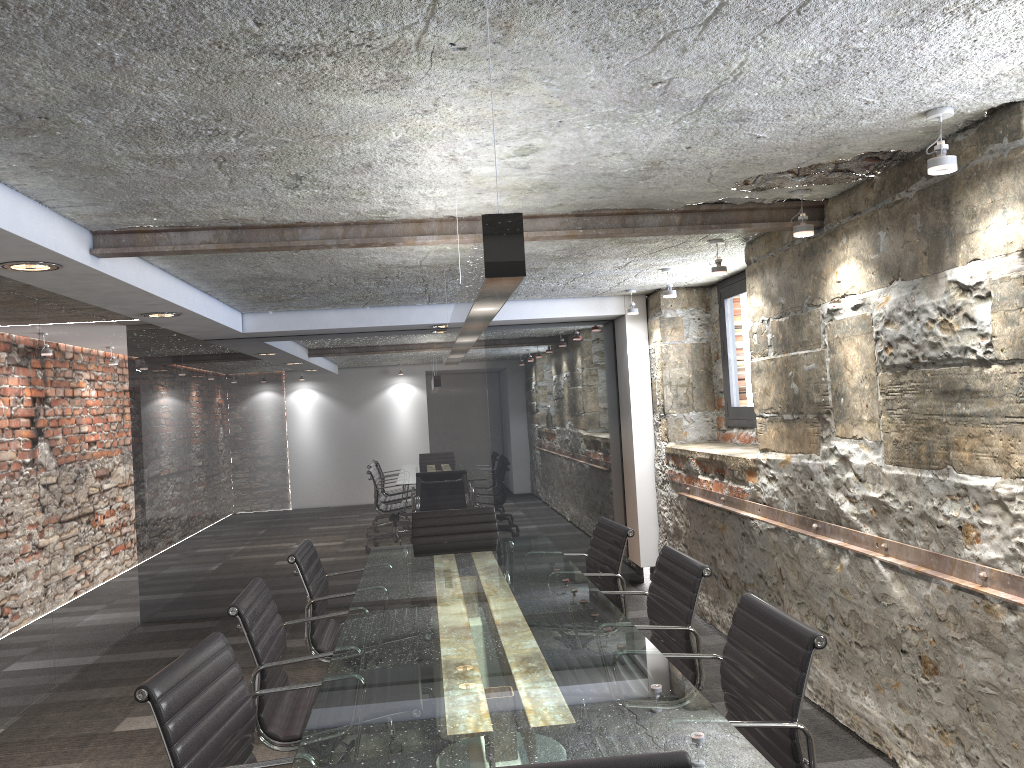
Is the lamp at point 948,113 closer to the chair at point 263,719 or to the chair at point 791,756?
the chair at point 791,756

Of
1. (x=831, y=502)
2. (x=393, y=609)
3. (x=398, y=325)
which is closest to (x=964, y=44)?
(x=831, y=502)

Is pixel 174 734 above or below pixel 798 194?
below

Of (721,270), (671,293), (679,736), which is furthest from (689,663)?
(671,293)

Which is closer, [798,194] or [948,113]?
[948,113]

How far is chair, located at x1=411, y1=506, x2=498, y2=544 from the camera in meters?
4.9 m

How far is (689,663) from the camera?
2.9m

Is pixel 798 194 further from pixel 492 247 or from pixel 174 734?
pixel 174 734

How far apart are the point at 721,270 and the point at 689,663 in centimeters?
208cm

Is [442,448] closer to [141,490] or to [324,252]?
[141,490]
